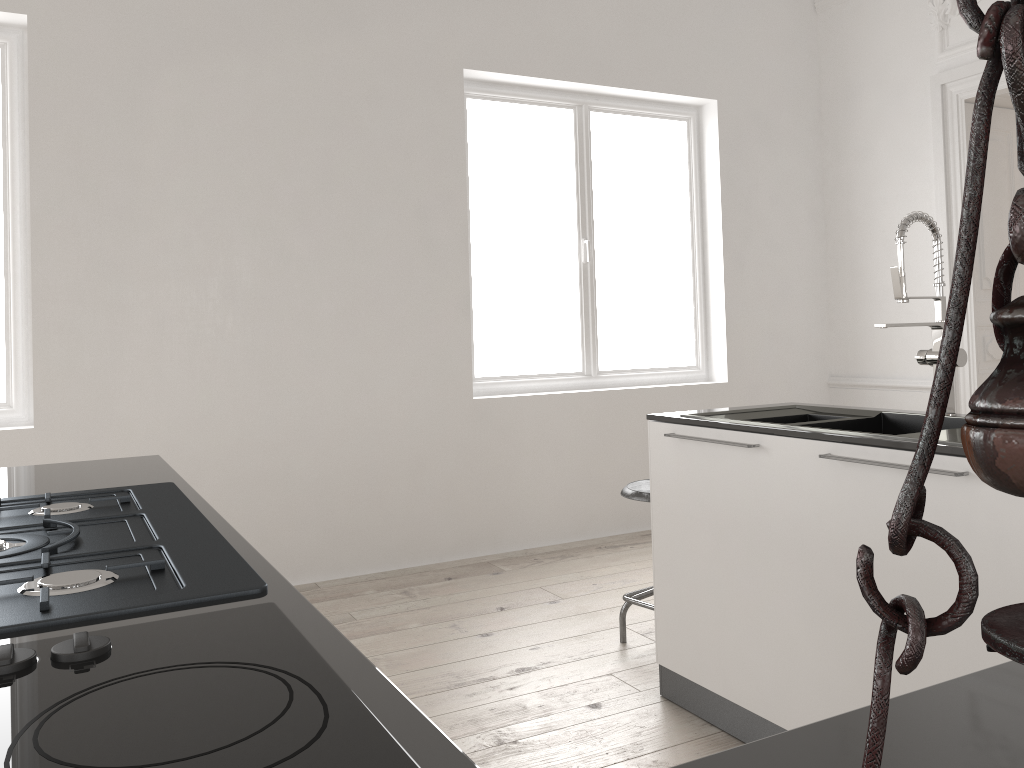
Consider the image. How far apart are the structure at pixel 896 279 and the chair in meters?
1.0

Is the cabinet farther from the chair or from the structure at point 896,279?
the structure at point 896,279

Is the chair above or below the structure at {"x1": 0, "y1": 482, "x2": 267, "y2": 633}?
below

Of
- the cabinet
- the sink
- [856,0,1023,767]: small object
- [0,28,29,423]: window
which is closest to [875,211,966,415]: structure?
the sink

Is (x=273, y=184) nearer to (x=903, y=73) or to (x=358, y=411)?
(x=358, y=411)

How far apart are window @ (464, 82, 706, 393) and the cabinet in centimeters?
217cm

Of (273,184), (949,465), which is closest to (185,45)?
(273,184)

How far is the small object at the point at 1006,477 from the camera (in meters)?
0.23

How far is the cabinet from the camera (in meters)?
0.59

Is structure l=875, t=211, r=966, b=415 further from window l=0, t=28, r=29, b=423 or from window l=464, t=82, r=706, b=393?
window l=0, t=28, r=29, b=423
